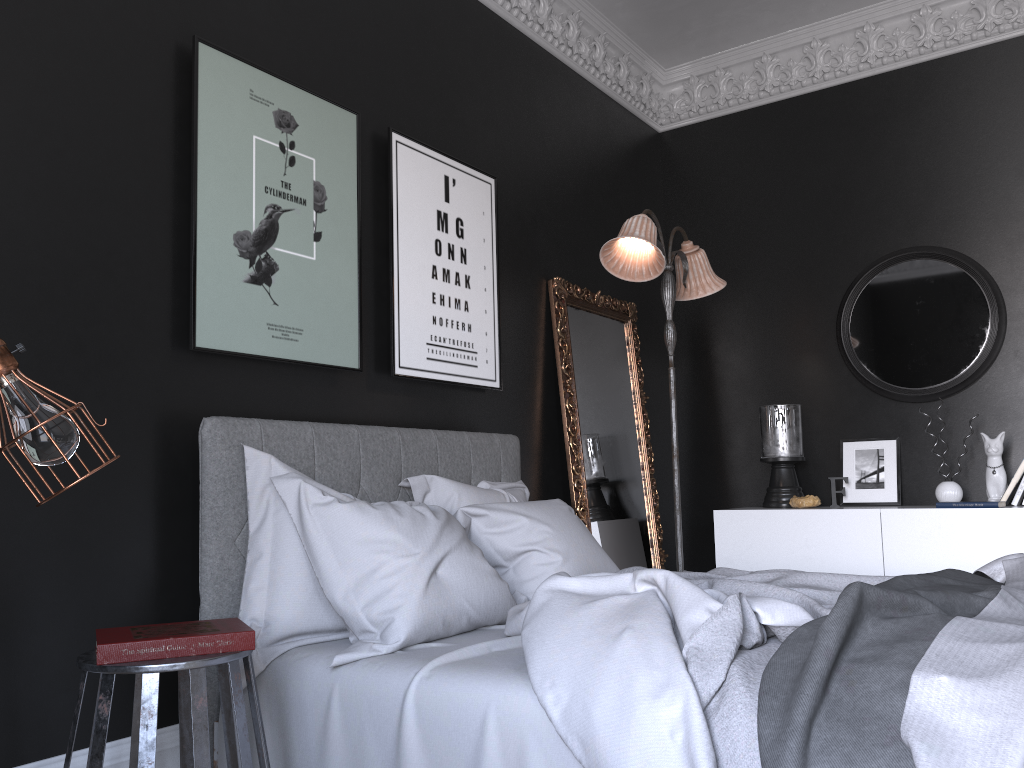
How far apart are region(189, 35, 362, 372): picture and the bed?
0.3 meters

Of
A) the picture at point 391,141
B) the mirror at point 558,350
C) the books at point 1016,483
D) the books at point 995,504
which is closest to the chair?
the picture at point 391,141

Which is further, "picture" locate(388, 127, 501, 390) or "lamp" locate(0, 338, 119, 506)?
"picture" locate(388, 127, 501, 390)

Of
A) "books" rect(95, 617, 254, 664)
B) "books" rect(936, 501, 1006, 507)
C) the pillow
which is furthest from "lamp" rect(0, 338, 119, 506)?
"books" rect(936, 501, 1006, 507)

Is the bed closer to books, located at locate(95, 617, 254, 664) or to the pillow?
the pillow

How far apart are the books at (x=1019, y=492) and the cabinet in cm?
32

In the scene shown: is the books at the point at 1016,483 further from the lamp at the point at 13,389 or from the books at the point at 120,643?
the lamp at the point at 13,389

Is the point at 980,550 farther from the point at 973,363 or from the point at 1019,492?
the point at 973,363

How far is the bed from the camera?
1.6 meters

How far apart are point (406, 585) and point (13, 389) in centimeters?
127cm
